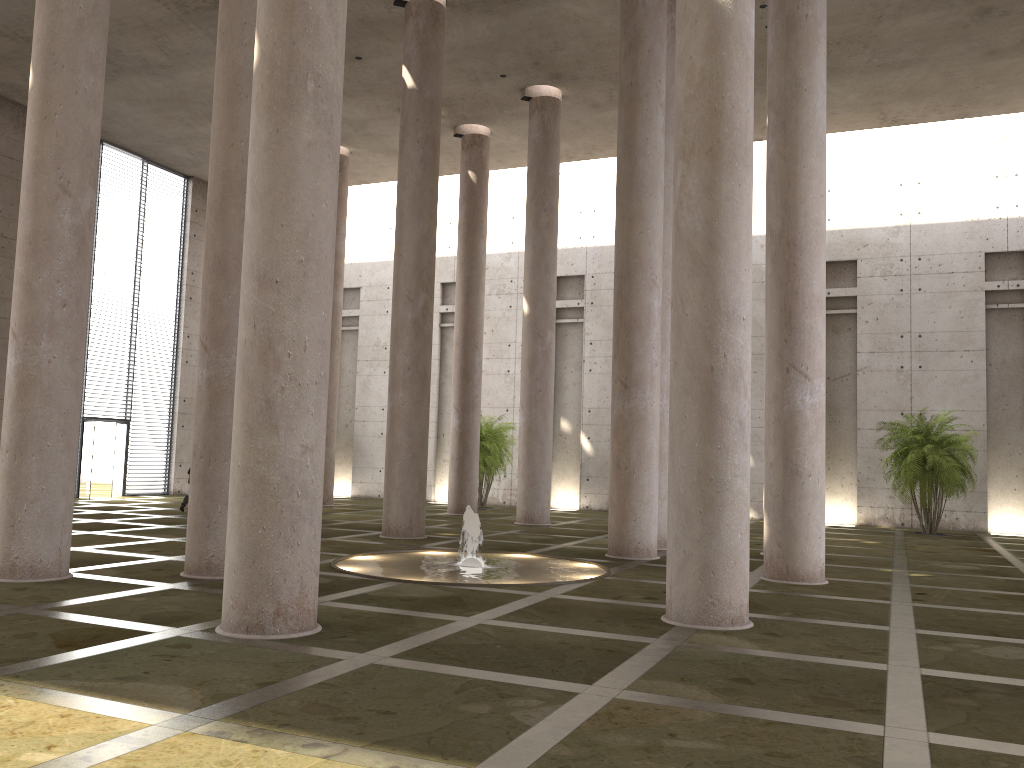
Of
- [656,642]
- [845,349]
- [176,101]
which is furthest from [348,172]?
[656,642]

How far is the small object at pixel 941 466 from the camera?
21.0 meters

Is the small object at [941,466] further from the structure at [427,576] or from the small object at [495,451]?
the structure at [427,576]

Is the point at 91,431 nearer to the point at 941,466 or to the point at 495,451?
the point at 495,451

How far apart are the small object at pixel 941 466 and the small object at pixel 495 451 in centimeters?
1050cm

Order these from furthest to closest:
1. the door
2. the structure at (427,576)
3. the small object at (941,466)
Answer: the door → the small object at (941,466) → the structure at (427,576)

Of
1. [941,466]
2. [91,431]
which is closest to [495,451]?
[91,431]

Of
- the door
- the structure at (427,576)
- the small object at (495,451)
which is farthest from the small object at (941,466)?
the door

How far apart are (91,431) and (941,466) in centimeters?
2252cm

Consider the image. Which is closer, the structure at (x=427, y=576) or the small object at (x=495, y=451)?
the structure at (x=427, y=576)
